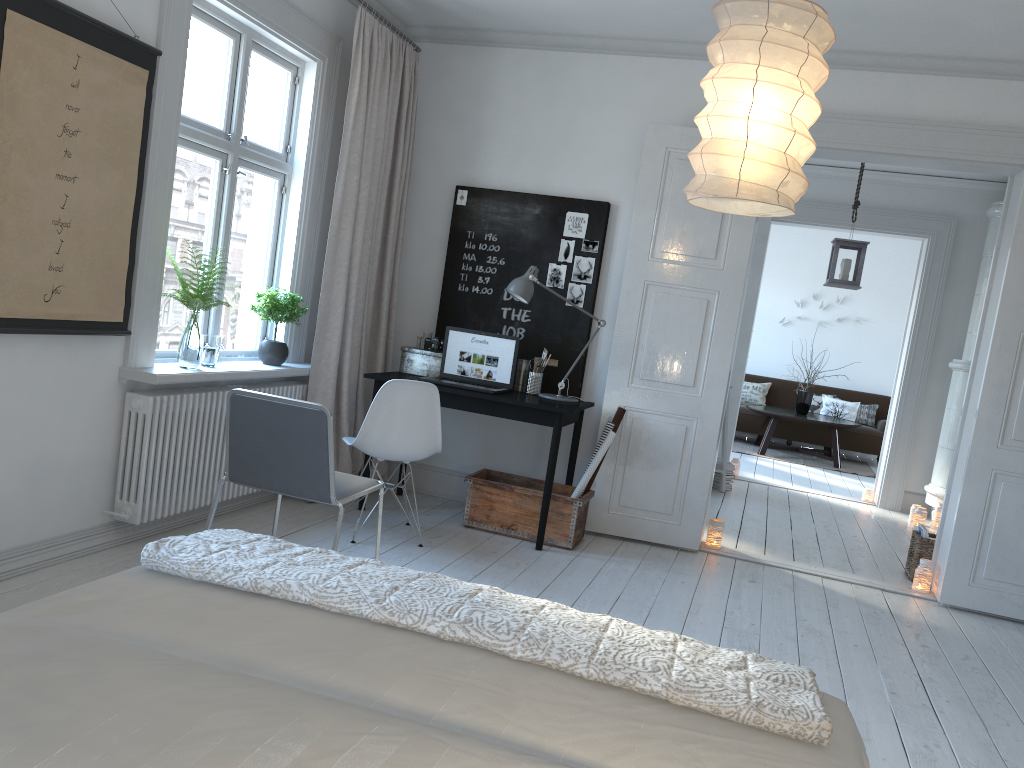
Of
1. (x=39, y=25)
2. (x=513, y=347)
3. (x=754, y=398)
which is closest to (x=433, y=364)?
(x=513, y=347)

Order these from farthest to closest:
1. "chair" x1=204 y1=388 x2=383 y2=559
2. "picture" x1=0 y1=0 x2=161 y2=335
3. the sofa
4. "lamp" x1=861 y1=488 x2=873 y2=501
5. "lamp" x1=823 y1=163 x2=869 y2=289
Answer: the sofa
"lamp" x1=861 y1=488 x2=873 y2=501
"lamp" x1=823 y1=163 x2=869 y2=289
"chair" x1=204 y1=388 x2=383 y2=559
"picture" x1=0 y1=0 x2=161 y2=335

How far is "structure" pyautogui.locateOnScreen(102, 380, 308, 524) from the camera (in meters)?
3.67

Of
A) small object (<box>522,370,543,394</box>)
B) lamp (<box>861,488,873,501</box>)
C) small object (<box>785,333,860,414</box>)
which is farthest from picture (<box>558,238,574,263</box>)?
small object (<box>785,333,860,414</box>)

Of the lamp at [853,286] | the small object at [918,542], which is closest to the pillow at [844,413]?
the lamp at [853,286]

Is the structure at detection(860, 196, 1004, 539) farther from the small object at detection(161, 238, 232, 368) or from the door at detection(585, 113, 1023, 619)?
the small object at detection(161, 238, 232, 368)

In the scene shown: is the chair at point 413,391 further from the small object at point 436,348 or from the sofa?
the sofa

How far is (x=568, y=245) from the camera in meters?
5.2 m

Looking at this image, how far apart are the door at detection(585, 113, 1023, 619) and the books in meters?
0.1 m

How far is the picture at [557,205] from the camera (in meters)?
5.21
